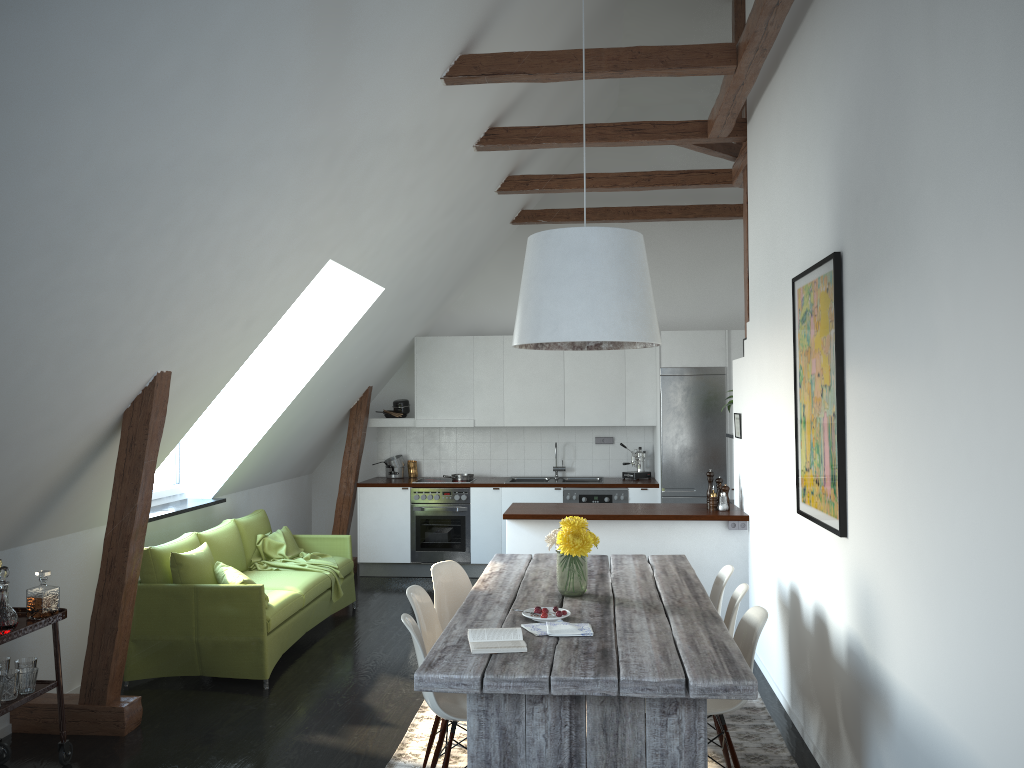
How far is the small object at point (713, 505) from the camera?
6.3 meters

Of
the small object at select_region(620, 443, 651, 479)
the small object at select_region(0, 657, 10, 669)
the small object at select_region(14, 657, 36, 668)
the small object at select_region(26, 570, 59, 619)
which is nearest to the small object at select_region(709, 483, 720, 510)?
the small object at select_region(620, 443, 651, 479)

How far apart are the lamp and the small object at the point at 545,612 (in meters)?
1.14

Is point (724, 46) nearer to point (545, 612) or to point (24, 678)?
point (545, 612)

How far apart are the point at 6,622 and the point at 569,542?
2.4 meters

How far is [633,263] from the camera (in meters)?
3.93

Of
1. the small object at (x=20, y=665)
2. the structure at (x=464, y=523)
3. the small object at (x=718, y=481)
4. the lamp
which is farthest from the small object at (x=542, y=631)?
the structure at (x=464, y=523)

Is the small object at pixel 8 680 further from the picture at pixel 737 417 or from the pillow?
the picture at pixel 737 417

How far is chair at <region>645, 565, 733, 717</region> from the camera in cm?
465

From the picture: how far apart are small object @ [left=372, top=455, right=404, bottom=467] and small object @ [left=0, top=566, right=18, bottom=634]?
5.4m
